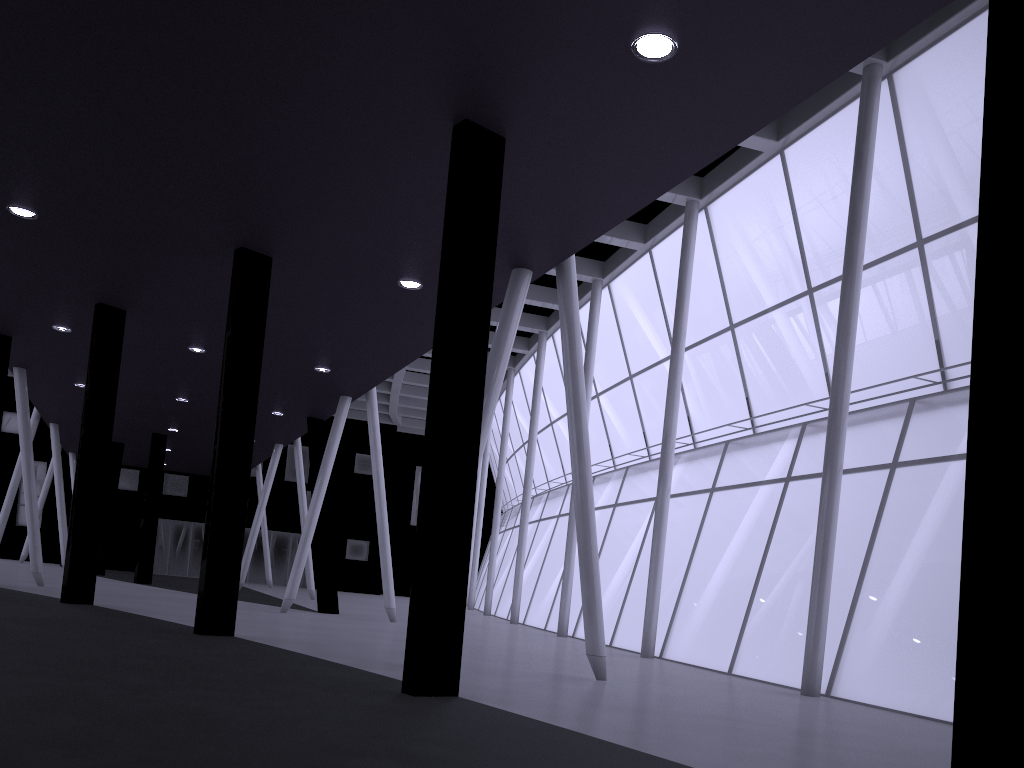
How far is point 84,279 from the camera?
21.5 meters

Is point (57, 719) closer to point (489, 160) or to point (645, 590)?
point (489, 160)

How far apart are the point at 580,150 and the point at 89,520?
18.2m
